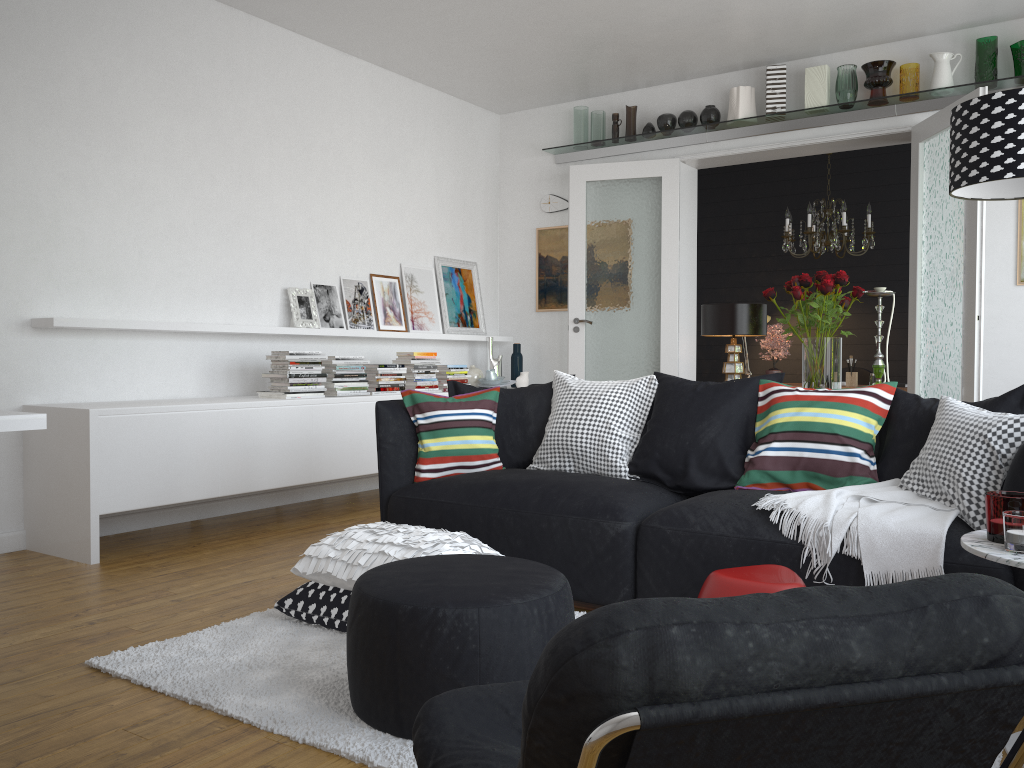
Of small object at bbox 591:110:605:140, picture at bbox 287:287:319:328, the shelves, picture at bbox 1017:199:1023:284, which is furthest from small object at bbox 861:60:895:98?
picture at bbox 287:287:319:328

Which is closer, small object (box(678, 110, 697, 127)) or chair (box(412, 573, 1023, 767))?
chair (box(412, 573, 1023, 767))

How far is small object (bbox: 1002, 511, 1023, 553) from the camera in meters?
2.0

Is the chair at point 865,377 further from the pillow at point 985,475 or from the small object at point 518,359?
the pillow at point 985,475

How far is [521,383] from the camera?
7.1m

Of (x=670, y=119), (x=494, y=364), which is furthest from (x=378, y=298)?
(x=670, y=119)

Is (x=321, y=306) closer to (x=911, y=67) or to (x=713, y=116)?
(x=713, y=116)

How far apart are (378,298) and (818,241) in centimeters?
340cm

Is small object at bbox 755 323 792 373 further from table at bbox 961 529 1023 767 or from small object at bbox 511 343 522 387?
table at bbox 961 529 1023 767

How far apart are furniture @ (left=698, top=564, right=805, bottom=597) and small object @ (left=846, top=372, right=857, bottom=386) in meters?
4.7 m
